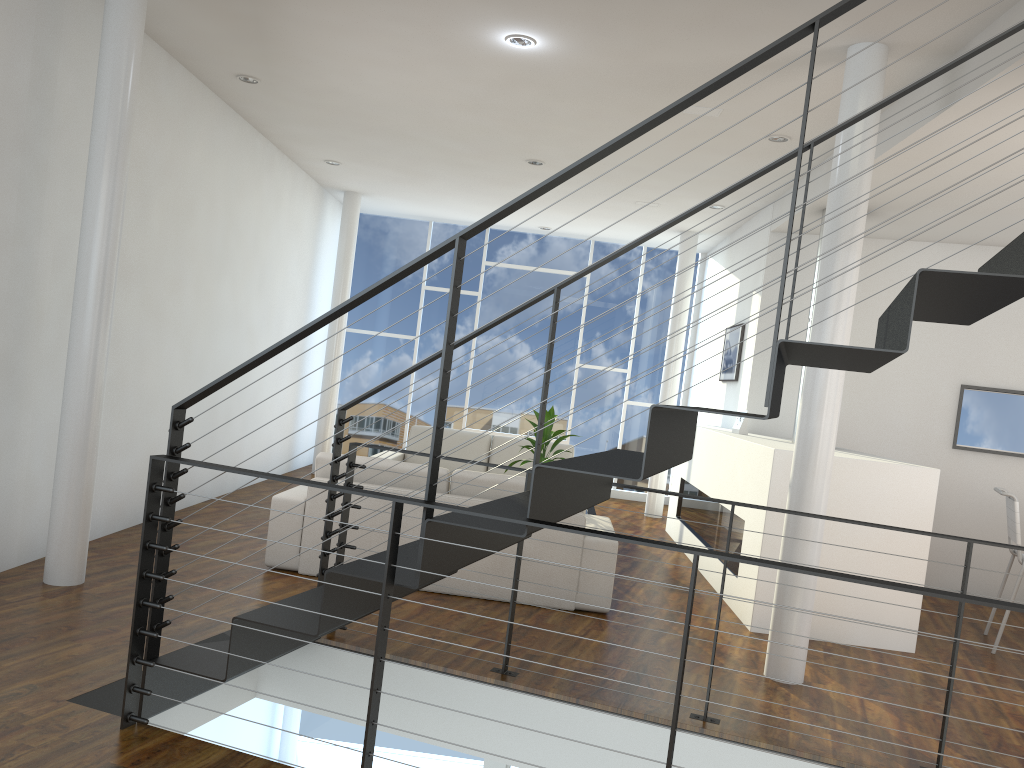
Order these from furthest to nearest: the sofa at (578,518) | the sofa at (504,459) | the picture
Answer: the sofa at (504,459), the picture, the sofa at (578,518)

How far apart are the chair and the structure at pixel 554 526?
1.9m

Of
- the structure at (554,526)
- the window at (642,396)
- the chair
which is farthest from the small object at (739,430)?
the window at (642,396)

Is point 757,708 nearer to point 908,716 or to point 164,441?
point 908,716

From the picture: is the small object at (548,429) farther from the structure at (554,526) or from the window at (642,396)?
the window at (642,396)

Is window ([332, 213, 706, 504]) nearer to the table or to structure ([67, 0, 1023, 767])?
the table

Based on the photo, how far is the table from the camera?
5.3 meters

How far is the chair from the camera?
4.2m

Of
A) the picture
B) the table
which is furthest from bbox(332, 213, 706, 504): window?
the table

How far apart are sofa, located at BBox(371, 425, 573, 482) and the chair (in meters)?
3.03
